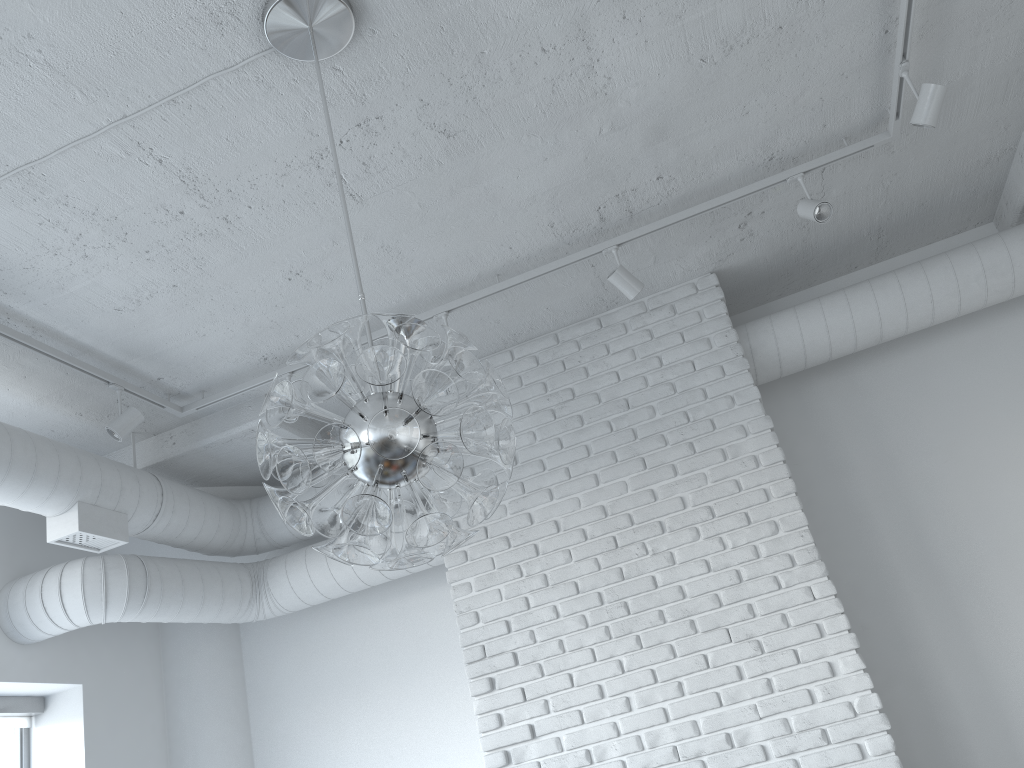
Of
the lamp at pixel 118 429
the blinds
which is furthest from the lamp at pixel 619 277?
A: the blinds

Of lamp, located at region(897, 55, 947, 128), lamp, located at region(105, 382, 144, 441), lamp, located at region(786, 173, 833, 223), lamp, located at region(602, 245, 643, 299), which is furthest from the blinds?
lamp, located at region(897, 55, 947, 128)

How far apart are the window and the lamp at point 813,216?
4.33m

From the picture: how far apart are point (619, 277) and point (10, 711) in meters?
3.5 m

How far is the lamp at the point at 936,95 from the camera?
3.0 meters

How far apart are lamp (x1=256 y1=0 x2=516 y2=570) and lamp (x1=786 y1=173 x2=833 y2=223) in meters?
1.9 m

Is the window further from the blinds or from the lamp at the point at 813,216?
the lamp at the point at 813,216

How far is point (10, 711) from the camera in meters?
4.2

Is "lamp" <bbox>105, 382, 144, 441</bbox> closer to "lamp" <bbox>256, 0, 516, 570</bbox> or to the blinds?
the blinds

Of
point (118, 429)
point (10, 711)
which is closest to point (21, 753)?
point (10, 711)
